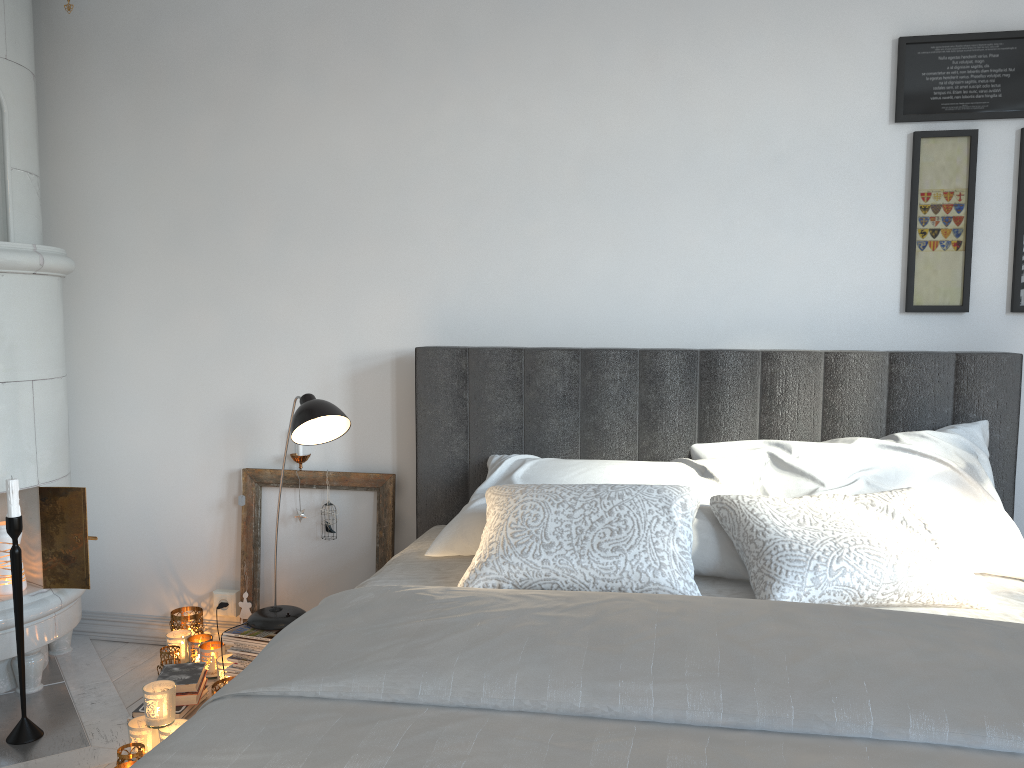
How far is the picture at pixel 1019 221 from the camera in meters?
2.5

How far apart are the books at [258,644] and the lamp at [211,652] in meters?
0.2

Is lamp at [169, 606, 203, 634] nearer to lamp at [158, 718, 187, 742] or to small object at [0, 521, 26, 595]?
small object at [0, 521, 26, 595]

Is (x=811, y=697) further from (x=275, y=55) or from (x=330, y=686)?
(x=275, y=55)

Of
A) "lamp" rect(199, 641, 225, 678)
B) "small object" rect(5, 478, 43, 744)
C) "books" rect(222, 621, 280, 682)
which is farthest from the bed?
"small object" rect(5, 478, 43, 744)

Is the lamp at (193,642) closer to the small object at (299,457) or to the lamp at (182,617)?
the lamp at (182,617)

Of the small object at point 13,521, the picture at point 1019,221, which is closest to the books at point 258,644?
the small object at point 13,521

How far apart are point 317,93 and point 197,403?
1.1 meters

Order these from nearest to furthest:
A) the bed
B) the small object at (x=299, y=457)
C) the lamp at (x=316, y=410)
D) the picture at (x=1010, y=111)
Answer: the bed
the lamp at (x=316, y=410)
the picture at (x=1010, y=111)
the small object at (x=299, y=457)

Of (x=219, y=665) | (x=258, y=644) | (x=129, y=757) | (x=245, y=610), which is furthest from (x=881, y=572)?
(x=245, y=610)
